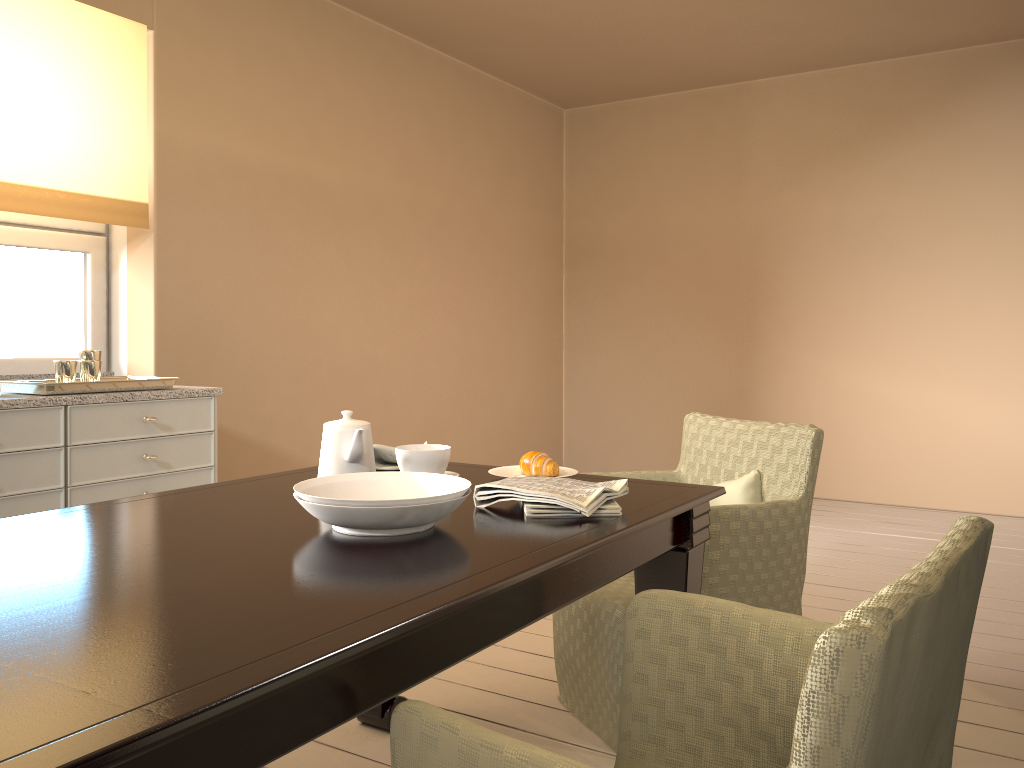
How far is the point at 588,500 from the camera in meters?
1.5

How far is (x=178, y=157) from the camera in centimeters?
350cm

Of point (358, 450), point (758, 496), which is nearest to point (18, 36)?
point (358, 450)

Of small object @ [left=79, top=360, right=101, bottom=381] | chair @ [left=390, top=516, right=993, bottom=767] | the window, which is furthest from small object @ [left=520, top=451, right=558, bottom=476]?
the window

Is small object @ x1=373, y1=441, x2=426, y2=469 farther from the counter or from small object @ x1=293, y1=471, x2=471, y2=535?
the counter

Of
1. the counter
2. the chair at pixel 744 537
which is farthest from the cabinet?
the chair at pixel 744 537

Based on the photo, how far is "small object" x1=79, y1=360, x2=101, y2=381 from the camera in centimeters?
264cm

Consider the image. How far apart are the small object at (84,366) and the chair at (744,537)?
1.5 meters

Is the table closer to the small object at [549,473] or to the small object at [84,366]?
the small object at [549,473]

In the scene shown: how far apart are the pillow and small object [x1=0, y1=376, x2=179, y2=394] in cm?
174
